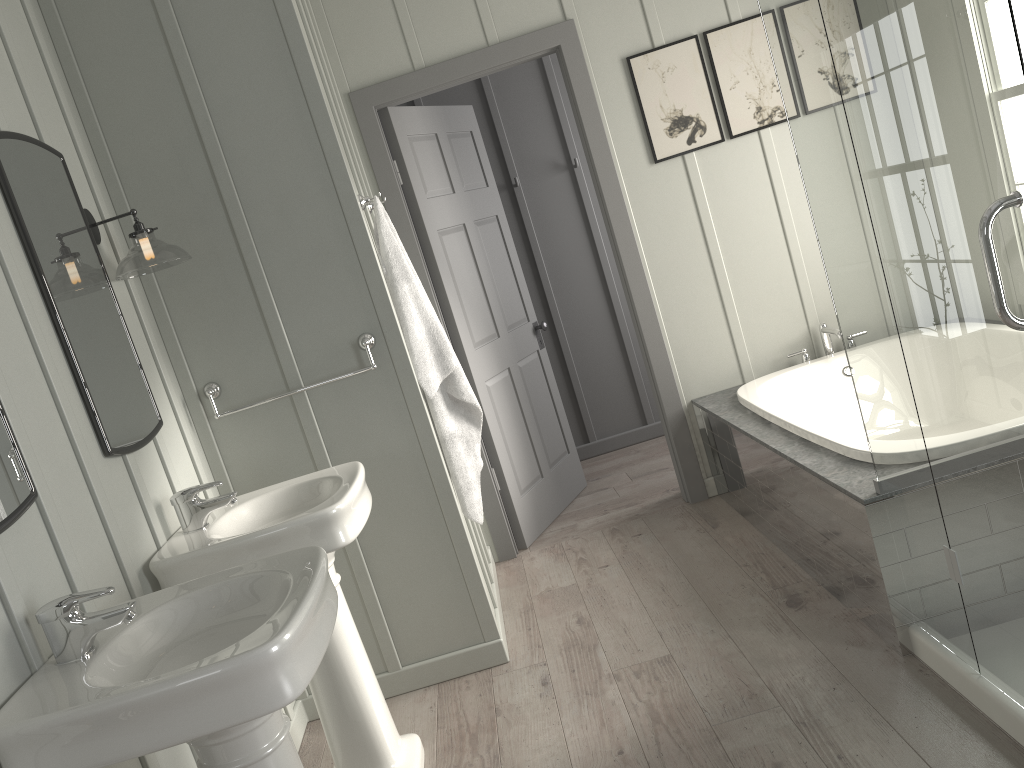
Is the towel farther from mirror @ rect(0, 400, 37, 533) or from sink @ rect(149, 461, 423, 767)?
mirror @ rect(0, 400, 37, 533)

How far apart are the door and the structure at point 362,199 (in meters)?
0.84

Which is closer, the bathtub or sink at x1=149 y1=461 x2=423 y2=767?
sink at x1=149 y1=461 x2=423 y2=767

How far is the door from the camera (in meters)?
3.80

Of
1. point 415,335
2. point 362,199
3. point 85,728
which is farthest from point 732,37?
point 85,728

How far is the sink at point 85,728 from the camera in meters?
1.4 m

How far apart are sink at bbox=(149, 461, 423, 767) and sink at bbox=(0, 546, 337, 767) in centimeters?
27cm

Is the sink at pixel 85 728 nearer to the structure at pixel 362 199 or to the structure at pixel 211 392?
the structure at pixel 211 392

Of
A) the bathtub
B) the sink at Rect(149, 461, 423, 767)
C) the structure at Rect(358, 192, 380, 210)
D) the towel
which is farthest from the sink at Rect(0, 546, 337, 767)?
the bathtub

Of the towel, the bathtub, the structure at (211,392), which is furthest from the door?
the structure at (211,392)
